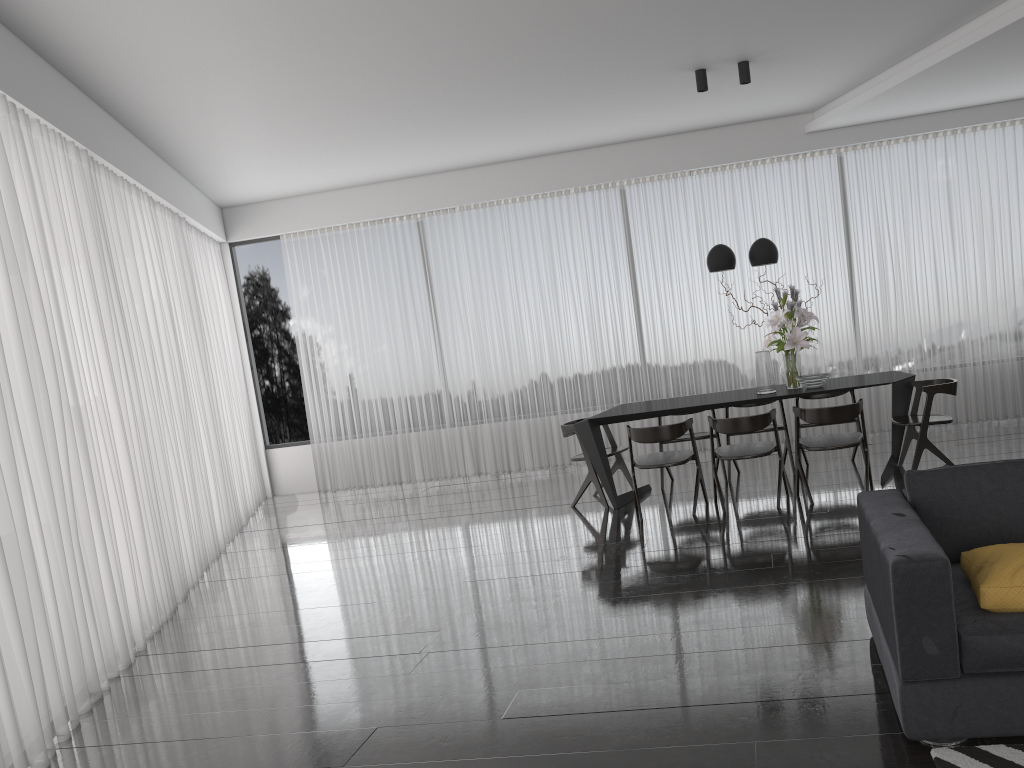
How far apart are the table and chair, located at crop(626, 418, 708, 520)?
0.2m

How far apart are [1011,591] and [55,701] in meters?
3.7 m

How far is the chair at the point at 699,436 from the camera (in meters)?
7.04

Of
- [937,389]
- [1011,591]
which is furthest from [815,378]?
[1011,591]

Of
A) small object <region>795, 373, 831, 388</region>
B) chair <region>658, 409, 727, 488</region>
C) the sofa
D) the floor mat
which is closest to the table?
small object <region>795, 373, 831, 388</region>

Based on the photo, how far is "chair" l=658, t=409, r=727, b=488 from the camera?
7.04m

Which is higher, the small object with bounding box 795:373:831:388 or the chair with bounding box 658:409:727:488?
the small object with bounding box 795:373:831:388

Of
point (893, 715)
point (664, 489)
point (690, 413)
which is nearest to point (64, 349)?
point (893, 715)

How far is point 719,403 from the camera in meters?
6.3 m

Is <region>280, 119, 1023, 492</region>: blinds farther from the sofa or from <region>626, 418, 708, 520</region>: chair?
the sofa
